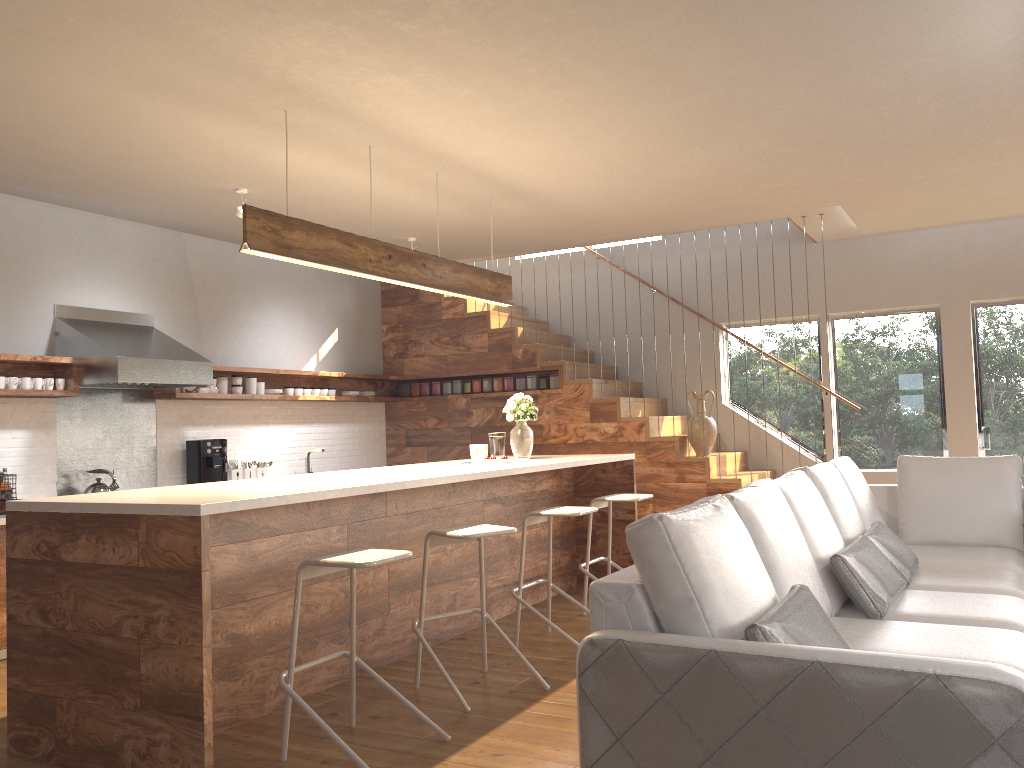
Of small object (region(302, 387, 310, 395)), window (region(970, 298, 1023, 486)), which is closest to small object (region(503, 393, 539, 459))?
small object (region(302, 387, 310, 395))

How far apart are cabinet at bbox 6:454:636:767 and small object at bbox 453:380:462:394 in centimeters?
237cm

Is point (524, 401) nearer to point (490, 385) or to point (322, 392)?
point (490, 385)

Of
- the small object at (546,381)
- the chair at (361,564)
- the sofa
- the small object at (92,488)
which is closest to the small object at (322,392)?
the small object at (546,381)

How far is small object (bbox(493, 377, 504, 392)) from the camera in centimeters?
844cm

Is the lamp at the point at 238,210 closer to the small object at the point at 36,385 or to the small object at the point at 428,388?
the small object at the point at 36,385

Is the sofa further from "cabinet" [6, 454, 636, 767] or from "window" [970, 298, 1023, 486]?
"window" [970, 298, 1023, 486]

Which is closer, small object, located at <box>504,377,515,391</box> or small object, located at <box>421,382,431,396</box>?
small object, located at <box>504,377,515,391</box>

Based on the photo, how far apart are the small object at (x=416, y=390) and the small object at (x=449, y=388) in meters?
0.3 m

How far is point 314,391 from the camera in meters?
7.9
